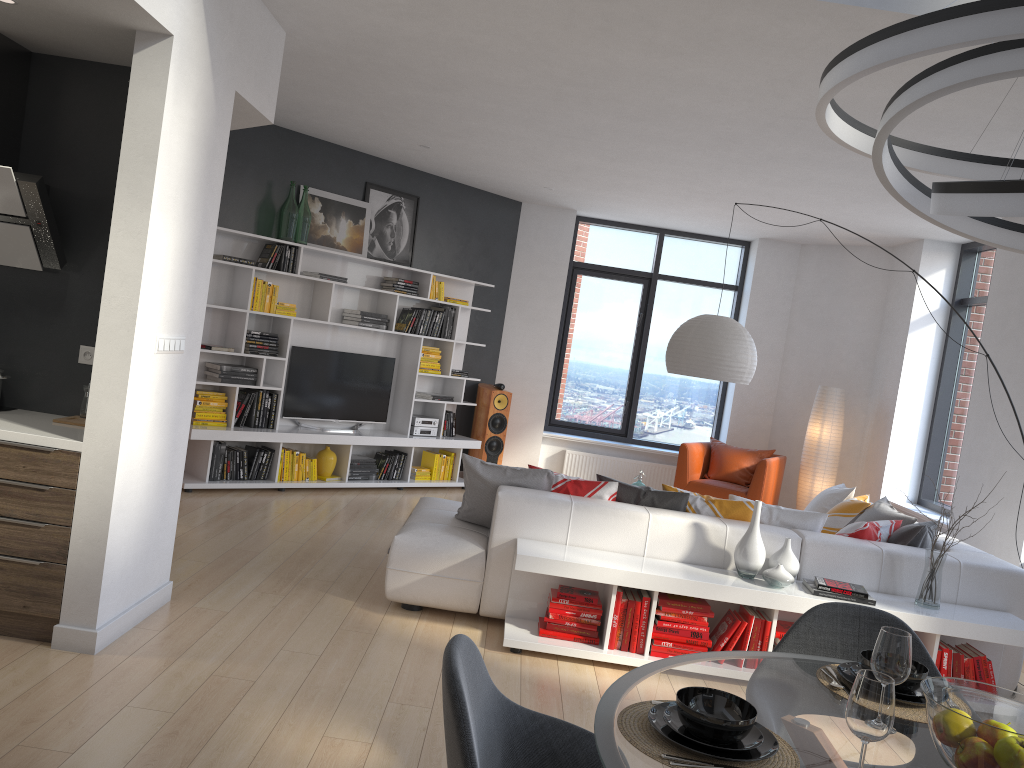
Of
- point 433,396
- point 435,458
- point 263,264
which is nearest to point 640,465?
point 435,458

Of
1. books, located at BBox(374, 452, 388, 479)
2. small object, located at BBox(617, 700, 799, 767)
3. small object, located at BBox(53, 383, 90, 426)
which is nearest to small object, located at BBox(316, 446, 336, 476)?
books, located at BBox(374, 452, 388, 479)

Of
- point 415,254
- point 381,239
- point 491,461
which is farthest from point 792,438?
point 381,239

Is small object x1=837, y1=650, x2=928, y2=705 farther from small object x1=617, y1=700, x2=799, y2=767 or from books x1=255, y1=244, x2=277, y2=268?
books x1=255, y1=244, x2=277, y2=268

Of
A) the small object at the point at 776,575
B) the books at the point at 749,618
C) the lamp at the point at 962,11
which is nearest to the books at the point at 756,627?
the books at the point at 749,618

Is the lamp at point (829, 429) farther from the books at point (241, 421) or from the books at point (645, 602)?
the books at point (241, 421)

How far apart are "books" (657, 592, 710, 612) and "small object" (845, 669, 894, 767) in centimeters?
275cm

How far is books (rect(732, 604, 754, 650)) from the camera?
4.3 meters

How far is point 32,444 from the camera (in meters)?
3.57

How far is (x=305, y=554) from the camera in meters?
5.6 m
